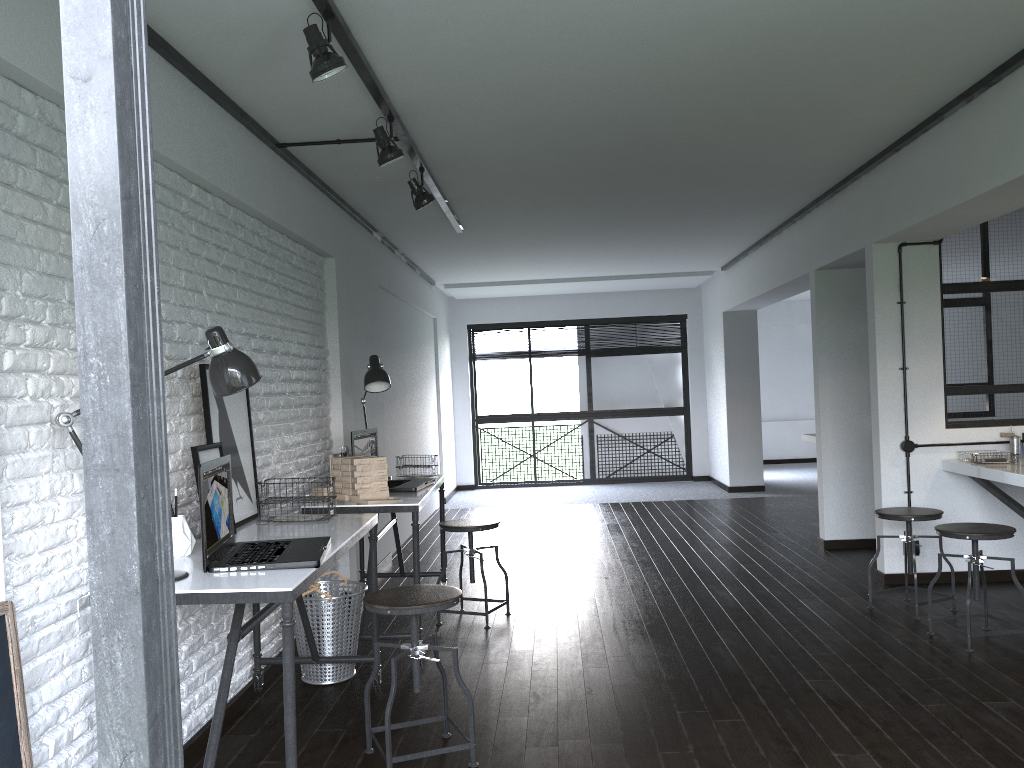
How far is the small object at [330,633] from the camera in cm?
367

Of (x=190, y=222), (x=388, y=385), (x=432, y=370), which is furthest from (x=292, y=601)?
(x=432, y=370)

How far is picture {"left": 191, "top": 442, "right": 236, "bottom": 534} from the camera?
2.9 meters

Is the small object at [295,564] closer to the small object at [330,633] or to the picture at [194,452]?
the picture at [194,452]

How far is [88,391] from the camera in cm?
55

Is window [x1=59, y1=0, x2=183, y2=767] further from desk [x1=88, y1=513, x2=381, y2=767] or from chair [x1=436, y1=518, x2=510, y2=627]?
chair [x1=436, y1=518, x2=510, y2=627]

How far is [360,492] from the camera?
4.0m

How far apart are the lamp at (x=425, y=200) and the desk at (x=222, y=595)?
1.8m

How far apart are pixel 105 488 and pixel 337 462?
3.6m

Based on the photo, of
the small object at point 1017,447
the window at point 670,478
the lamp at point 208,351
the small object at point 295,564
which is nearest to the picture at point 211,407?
the small object at point 295,564
